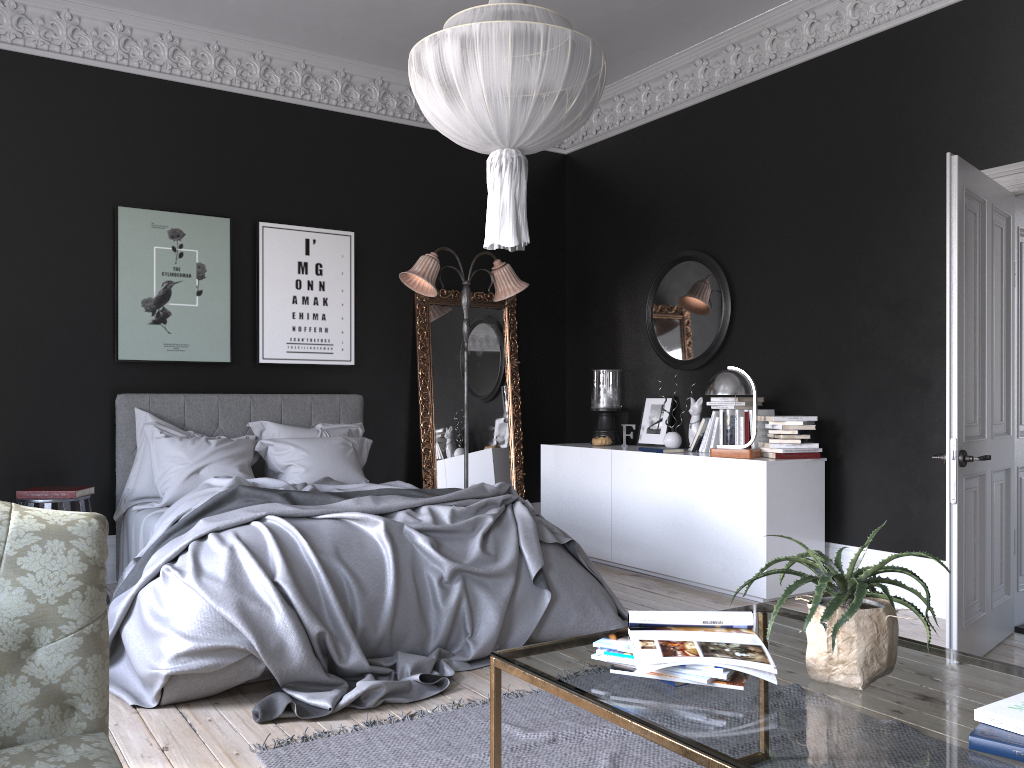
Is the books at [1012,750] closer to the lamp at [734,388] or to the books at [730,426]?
the lamp at [734,388]

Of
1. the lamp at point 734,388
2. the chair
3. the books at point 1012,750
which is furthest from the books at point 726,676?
the chair

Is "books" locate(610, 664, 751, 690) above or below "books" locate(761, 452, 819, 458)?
below

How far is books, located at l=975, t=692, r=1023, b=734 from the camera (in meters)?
1.76

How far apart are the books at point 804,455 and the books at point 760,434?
0.3 meters

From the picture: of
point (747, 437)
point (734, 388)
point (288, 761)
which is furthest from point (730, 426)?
point (288, 761)

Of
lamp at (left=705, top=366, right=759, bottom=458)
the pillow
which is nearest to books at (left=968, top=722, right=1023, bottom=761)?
lamp at (left=705, top=366, right=759, bottom=458)

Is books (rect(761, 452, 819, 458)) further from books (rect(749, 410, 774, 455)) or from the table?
the table

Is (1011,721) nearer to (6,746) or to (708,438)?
(6,746)

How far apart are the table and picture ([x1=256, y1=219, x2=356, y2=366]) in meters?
4.6
